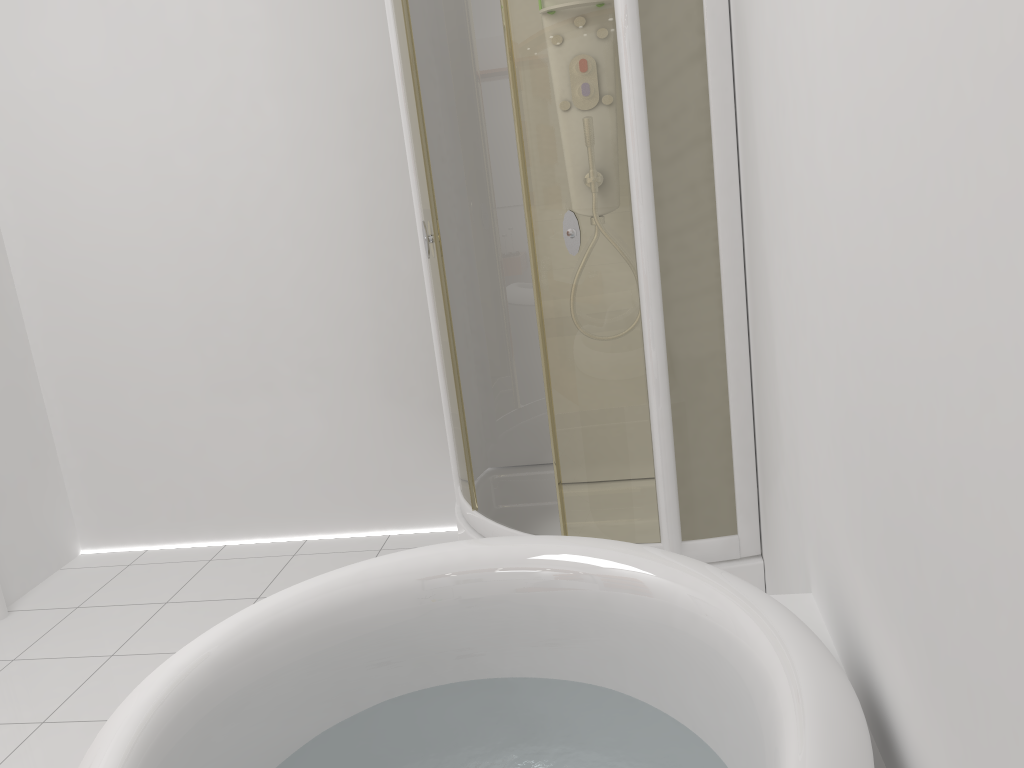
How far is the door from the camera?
3.1 meters

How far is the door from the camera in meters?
3.1 m

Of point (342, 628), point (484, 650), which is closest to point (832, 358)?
point (484, 650)

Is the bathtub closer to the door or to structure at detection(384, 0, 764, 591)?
structure at detection(384, 0, 764, 591)

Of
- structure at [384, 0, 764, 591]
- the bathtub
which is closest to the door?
structure at [384, 0, 764, 591]

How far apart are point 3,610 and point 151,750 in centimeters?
233cm

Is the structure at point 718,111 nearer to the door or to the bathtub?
the bathtub

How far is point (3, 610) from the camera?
3.1m

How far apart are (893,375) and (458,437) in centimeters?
186cm

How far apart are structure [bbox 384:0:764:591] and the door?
1.6 meters
